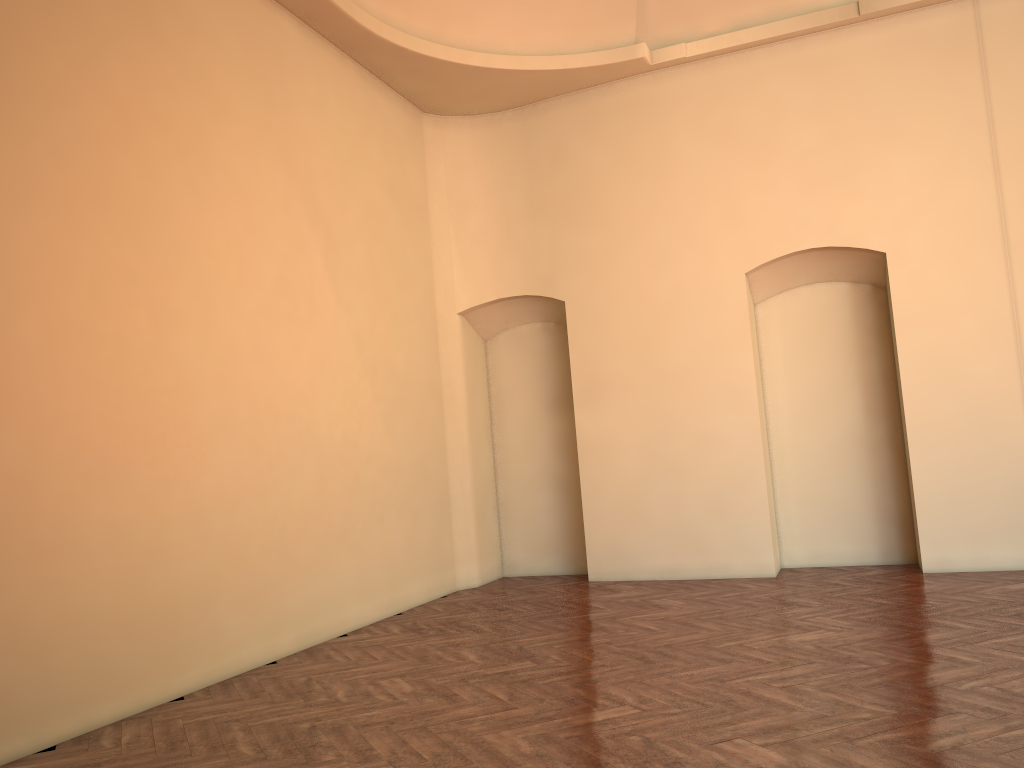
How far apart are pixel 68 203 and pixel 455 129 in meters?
5.6
